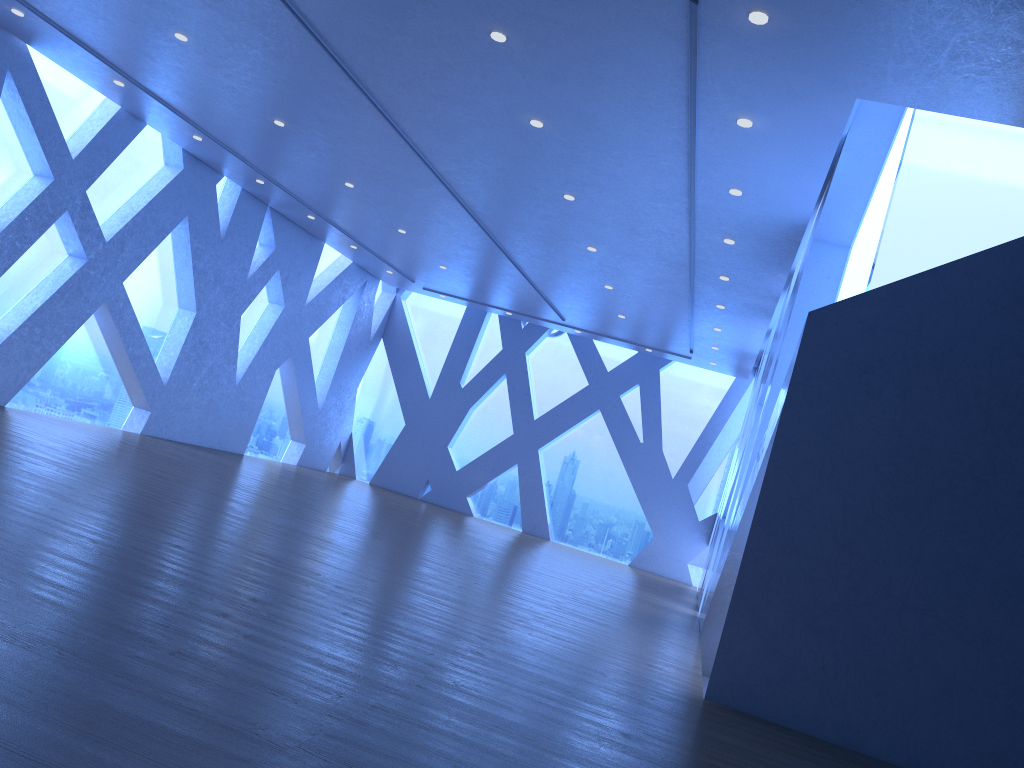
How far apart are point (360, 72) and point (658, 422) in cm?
1053
